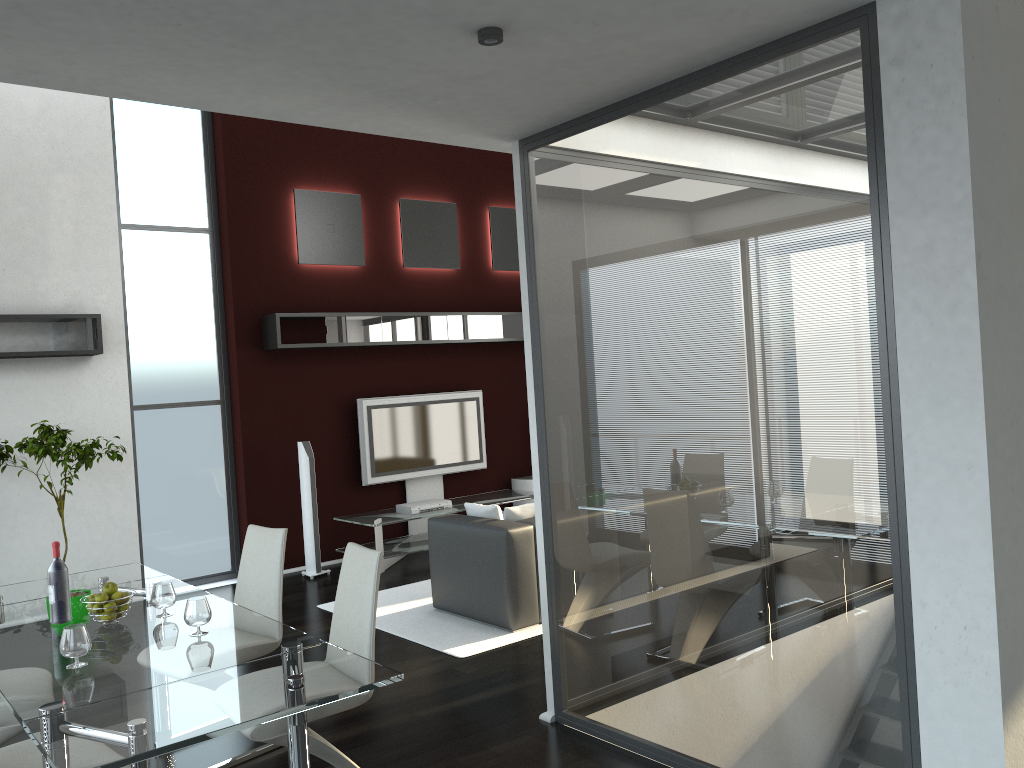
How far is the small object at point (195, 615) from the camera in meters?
3.2

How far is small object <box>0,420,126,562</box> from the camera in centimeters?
597cm

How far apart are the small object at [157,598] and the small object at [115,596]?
0.12m

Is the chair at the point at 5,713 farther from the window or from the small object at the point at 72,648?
the window

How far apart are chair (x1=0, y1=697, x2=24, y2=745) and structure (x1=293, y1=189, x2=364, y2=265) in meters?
5.2 m

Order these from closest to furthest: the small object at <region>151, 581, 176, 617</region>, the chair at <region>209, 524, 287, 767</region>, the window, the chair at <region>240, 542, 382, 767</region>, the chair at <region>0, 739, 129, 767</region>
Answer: the chair at <region>0, 739, 129, 767</region>, the chair at <region>240, 542, 382, 767</region>, the small object at <region>151, 581, 176, 617</region>, the chair at <region>209, 524, 287, 767</region>, the window

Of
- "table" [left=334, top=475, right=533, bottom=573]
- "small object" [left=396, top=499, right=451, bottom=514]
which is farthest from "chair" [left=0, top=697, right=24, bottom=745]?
"small object" [left=396, top=499, right=451, bottom=514]

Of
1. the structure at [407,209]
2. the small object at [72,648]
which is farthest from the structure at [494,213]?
the small object at [72,648]

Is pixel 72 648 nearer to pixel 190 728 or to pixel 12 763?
→ pixel 12 763

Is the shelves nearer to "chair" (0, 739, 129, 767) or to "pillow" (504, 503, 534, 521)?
"pillow" (504, 503, 534, 521)
